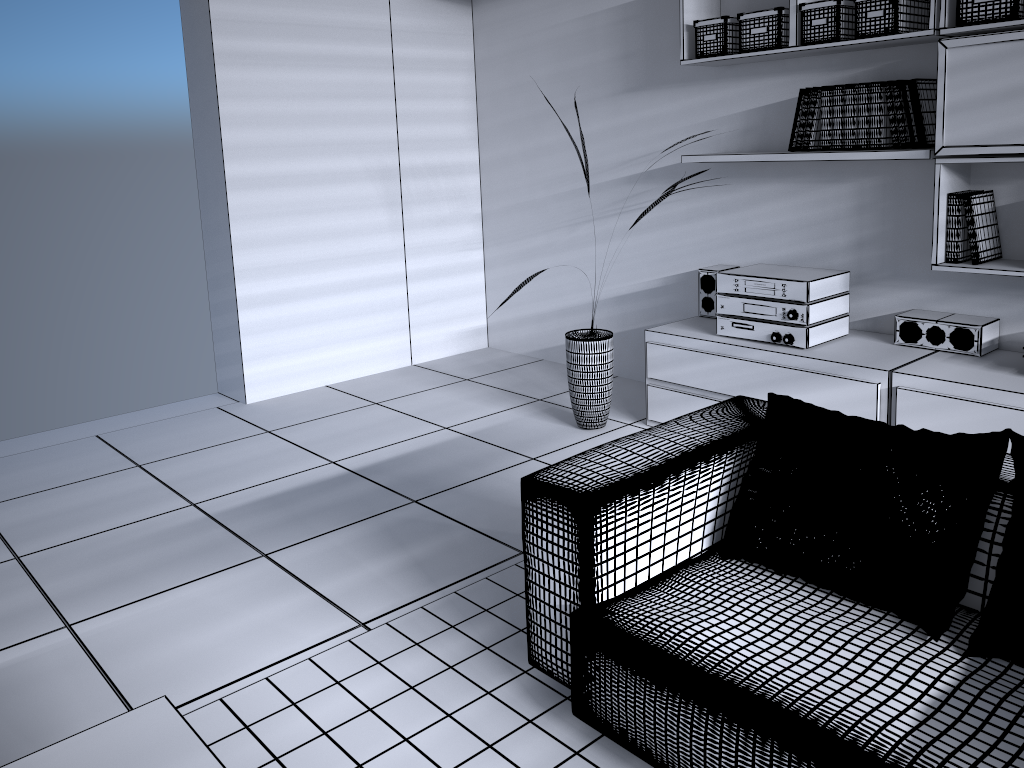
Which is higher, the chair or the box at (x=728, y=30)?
the box at (x=728, y=30)

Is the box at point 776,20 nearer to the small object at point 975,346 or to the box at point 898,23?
the box at point 898,23

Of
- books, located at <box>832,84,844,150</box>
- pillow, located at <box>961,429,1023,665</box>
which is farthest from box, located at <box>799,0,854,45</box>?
pillow, located at <box>961,429,1023,665</box>

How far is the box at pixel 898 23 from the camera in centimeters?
313cm

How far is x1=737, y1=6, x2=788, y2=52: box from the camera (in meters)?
3.47

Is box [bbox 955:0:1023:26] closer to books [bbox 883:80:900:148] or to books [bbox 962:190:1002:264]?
books [bbox 883:80:900:148]

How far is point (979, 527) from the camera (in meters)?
1.82

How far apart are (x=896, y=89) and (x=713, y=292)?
1.19m

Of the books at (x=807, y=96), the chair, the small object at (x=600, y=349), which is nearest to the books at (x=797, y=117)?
the books at (x=807, y=96)

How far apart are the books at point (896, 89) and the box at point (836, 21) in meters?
0.3
